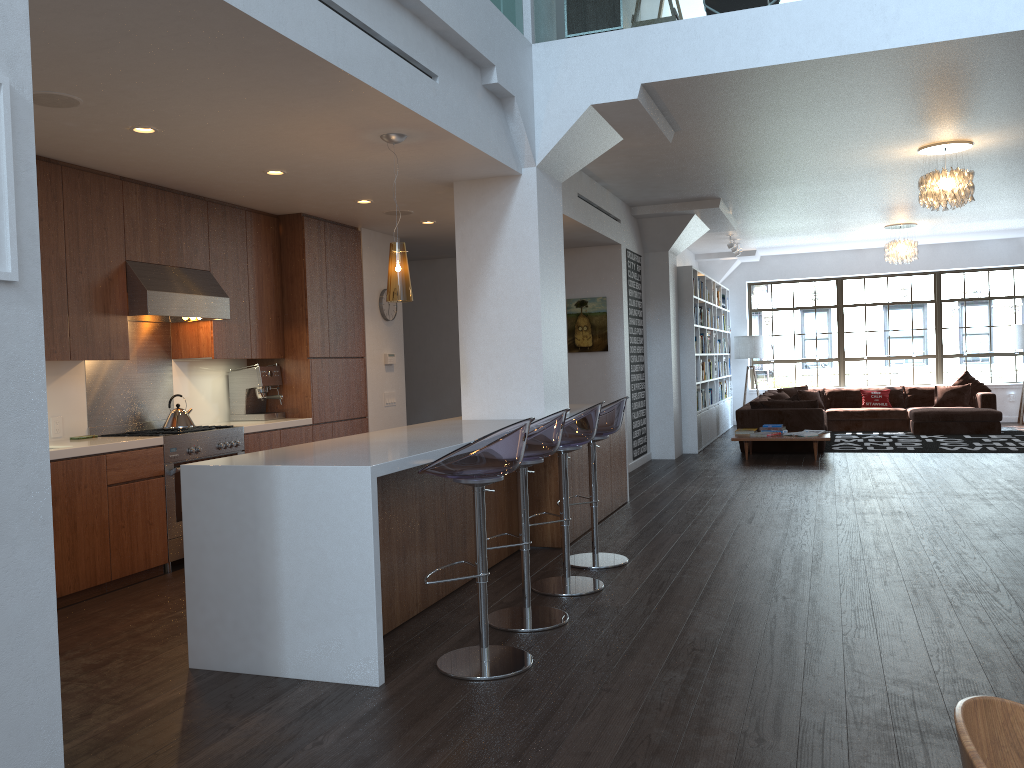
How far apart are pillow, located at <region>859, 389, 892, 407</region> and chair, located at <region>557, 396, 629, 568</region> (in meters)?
9.95

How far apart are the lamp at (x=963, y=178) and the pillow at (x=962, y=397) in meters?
6.7 m

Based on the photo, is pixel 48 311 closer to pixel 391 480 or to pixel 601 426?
pixel 391 480

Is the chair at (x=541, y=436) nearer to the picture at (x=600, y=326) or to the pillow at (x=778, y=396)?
the picture at (x=600, y=326)

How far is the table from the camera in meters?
10.1 m

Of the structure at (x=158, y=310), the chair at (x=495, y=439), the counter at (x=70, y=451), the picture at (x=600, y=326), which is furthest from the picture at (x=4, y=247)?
the picture at (x=600, y=326)

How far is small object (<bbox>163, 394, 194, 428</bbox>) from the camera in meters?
6.2 m

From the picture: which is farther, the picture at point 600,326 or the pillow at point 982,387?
the pillow at point 982,387

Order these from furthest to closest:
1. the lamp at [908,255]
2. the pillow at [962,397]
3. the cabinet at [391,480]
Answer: the pillow at [962,397]
the lamp at [908,255]
the cabinet at [391,480]

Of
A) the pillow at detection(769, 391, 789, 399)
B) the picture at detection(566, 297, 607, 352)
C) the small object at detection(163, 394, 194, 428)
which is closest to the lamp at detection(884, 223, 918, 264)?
the pillow at detection(769, 391, 789, 399)
